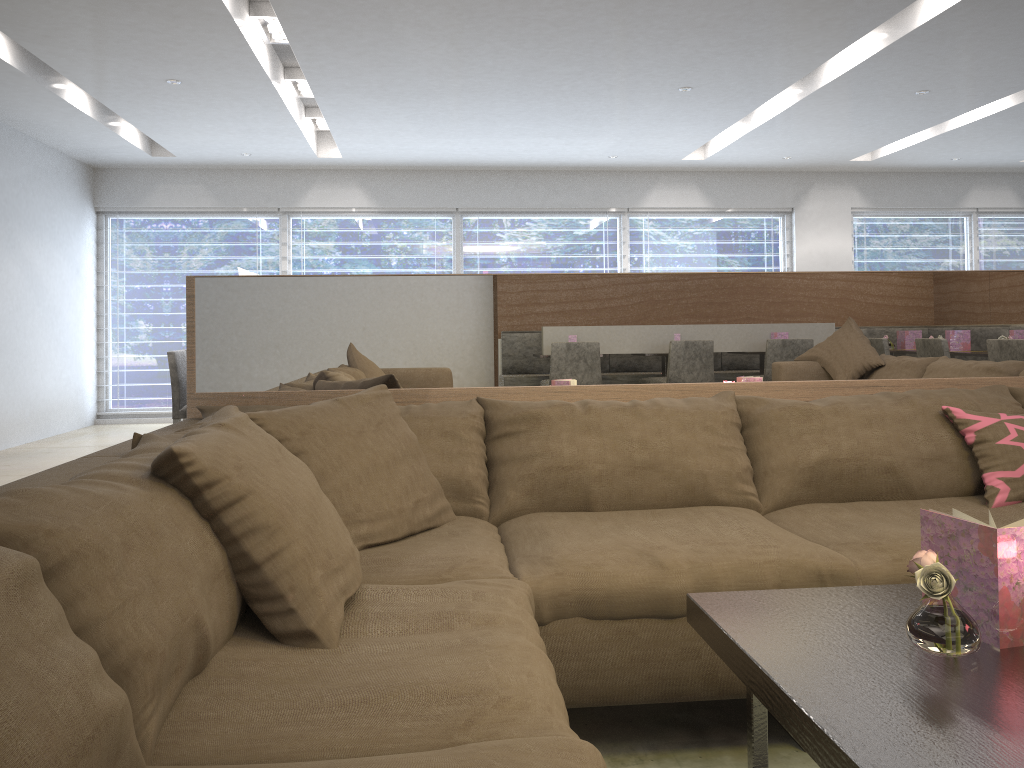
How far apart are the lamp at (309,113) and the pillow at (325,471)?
5.7m

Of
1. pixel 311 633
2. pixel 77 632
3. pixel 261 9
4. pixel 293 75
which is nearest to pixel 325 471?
pixel 311 633

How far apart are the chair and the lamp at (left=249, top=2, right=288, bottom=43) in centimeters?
193cm

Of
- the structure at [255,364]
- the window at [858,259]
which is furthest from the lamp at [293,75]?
the window at [858,259]

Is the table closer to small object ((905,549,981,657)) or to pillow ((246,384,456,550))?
small object ((905,549,981,657))

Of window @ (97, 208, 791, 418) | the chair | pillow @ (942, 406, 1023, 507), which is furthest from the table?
window @ (97, 208, 791, 418)

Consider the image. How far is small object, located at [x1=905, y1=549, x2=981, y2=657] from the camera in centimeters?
115cm

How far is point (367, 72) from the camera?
5.5 meters

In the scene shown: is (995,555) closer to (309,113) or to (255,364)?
(255,364)

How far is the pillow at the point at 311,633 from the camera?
1.29m
